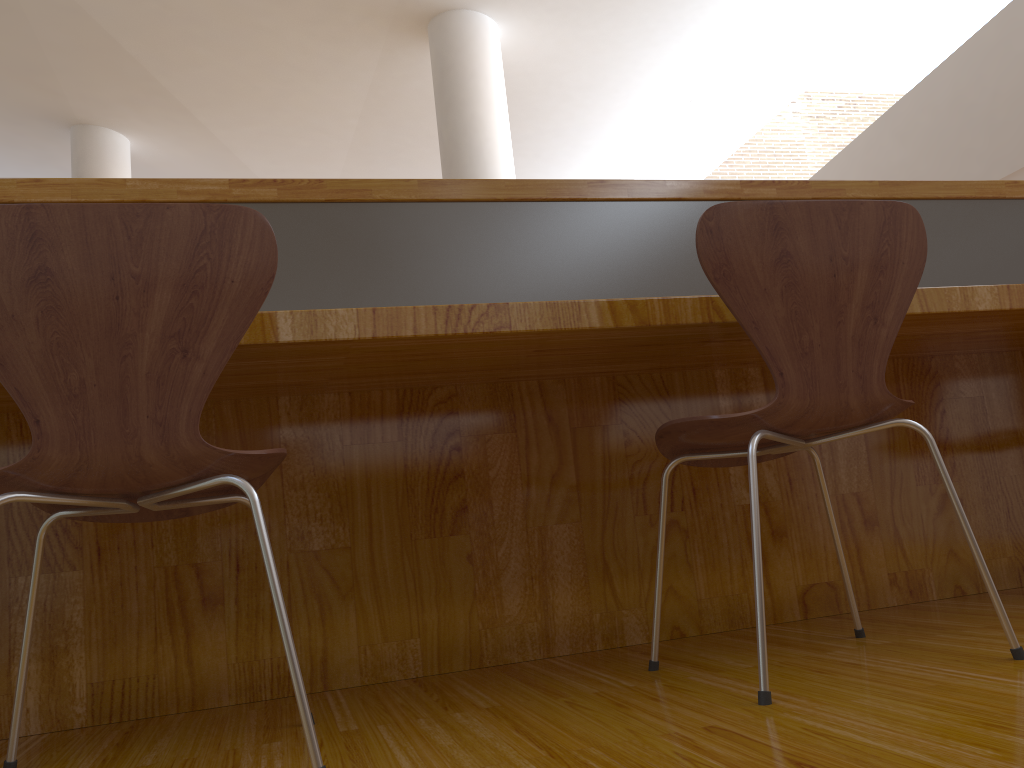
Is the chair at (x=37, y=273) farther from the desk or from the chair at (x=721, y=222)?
the chair at (x=721, y=222)

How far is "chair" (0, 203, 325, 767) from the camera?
1.0 meters

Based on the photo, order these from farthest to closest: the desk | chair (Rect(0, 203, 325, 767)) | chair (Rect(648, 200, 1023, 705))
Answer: the desk, chair (Rect(648, 200, 1023, 705)), chair (Rect(0, 203, 325, 767))

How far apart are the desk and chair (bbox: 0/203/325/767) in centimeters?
18cm

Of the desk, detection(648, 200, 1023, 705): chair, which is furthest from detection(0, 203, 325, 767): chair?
detection(648, 200, 1023, 705): chair

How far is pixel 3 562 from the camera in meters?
1.5

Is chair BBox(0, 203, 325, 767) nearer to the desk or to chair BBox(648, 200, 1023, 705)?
the desk

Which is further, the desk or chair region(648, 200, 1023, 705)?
the desk

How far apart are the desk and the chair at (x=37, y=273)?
0.2 meters

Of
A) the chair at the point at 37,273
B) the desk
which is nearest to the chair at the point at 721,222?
the desk
